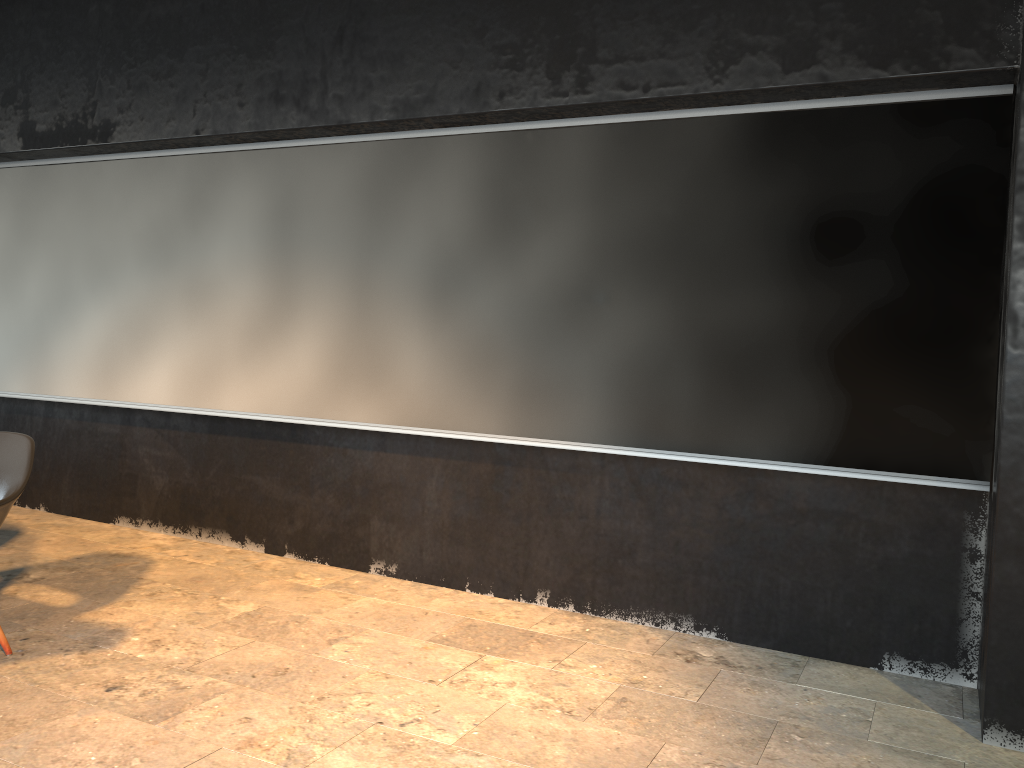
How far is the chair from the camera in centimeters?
342cm

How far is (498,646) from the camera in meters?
3.9 m

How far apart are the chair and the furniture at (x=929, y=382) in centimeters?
140cm

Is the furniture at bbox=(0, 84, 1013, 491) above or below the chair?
above

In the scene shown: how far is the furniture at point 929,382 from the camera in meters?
3.5 m

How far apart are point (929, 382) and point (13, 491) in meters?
3.6 m

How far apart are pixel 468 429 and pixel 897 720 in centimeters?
222cm

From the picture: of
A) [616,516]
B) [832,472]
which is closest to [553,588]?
[616,516]

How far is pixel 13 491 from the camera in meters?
3.4 m

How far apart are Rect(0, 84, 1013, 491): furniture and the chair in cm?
140
